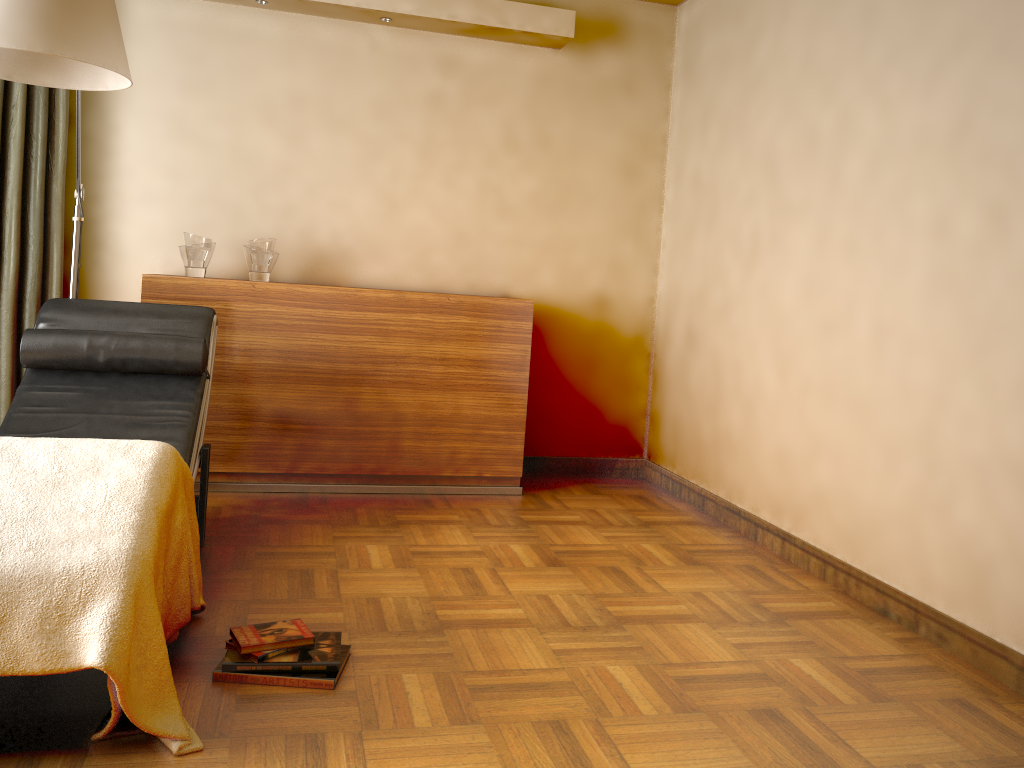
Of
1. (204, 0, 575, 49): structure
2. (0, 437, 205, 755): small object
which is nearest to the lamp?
(0, 437, 205, 755): small object

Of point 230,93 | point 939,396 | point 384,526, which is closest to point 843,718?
point 939,396

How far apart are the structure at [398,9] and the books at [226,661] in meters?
2.8 m

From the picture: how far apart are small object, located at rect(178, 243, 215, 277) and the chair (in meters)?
0.63

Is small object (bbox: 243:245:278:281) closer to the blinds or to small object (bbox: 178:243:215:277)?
small object (bbox: 178:243:215:277)

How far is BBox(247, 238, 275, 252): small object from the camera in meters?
3.8

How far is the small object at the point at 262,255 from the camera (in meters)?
3.79

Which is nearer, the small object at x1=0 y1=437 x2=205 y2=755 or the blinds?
the small object at x1=0 y1=437 x2=205 y2=755

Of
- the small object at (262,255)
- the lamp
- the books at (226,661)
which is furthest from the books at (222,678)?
the small object at (262,255)

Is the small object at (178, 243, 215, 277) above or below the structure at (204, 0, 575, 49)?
below
